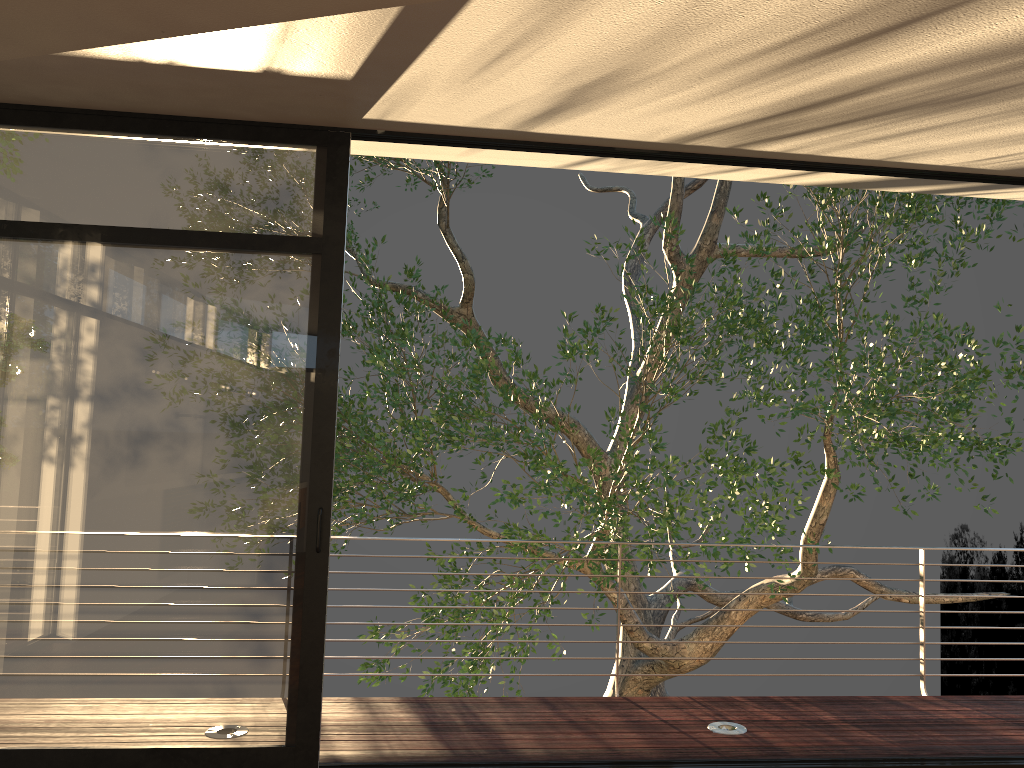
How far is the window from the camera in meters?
3.4 m

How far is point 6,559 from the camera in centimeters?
336cm

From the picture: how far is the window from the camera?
3.36m
